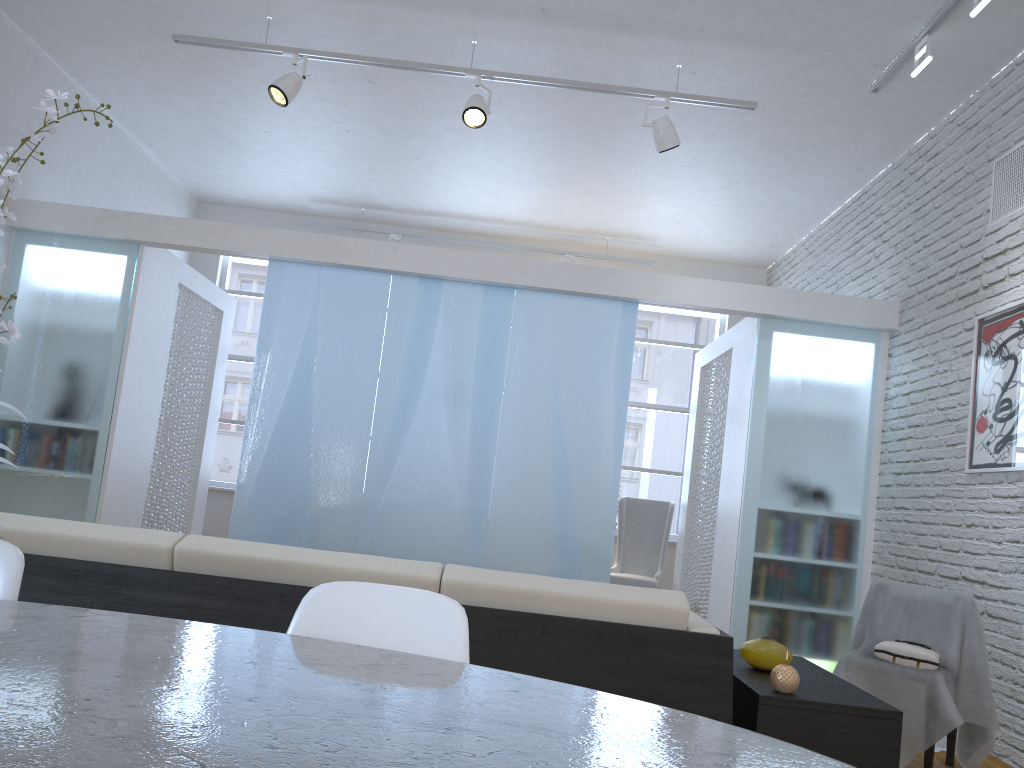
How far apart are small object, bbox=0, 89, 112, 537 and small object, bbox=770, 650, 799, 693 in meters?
1.8 m

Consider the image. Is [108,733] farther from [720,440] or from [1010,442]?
[720,440]

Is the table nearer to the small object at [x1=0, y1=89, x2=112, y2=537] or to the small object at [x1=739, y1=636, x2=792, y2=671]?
the small object at [x1=0, y1=89, x2=112, y2=537]

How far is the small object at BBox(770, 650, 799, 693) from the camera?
2.16m

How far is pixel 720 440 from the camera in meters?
6.1

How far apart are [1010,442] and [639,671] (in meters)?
2.67

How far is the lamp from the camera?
4.65m

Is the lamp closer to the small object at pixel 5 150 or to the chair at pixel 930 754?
the chair at pixel 930 754

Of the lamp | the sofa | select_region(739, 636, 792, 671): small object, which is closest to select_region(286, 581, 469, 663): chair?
the sofa

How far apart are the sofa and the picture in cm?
231
